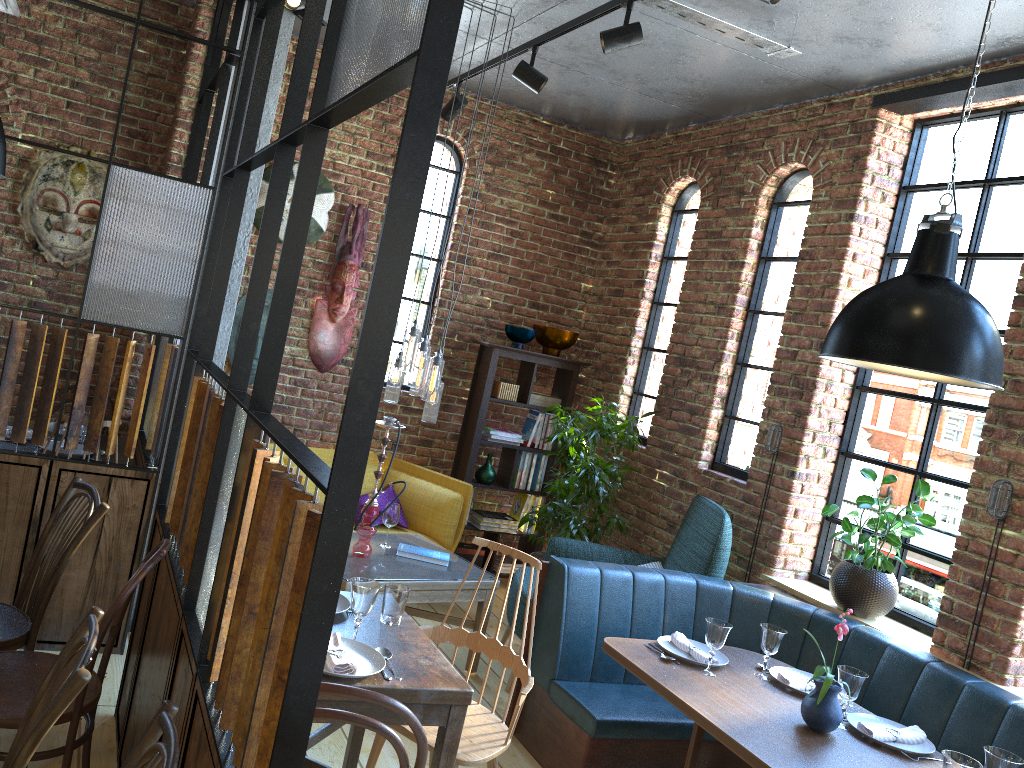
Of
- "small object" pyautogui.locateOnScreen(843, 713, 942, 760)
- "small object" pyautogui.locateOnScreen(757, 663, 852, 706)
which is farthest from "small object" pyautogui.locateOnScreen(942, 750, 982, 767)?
"small object" pyautogui.locateOnScreen(757, 663, 852, 706)

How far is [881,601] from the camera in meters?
4.0

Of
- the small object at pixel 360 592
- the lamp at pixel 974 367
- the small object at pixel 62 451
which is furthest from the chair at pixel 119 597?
the lamp at pixel 974 367

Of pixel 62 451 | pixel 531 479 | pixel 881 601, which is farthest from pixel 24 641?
pixel 531 479

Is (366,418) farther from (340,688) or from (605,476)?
(605,476)

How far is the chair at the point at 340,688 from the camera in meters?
1.8

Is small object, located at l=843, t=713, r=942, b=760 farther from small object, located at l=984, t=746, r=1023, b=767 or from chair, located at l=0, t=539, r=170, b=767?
chair, located at l=0, t=539, r=170, b=767

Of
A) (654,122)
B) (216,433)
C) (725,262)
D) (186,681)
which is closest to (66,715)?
(186,681)

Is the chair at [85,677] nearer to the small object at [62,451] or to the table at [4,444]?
the small object at [62,451]

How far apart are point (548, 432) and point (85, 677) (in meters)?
4.75
